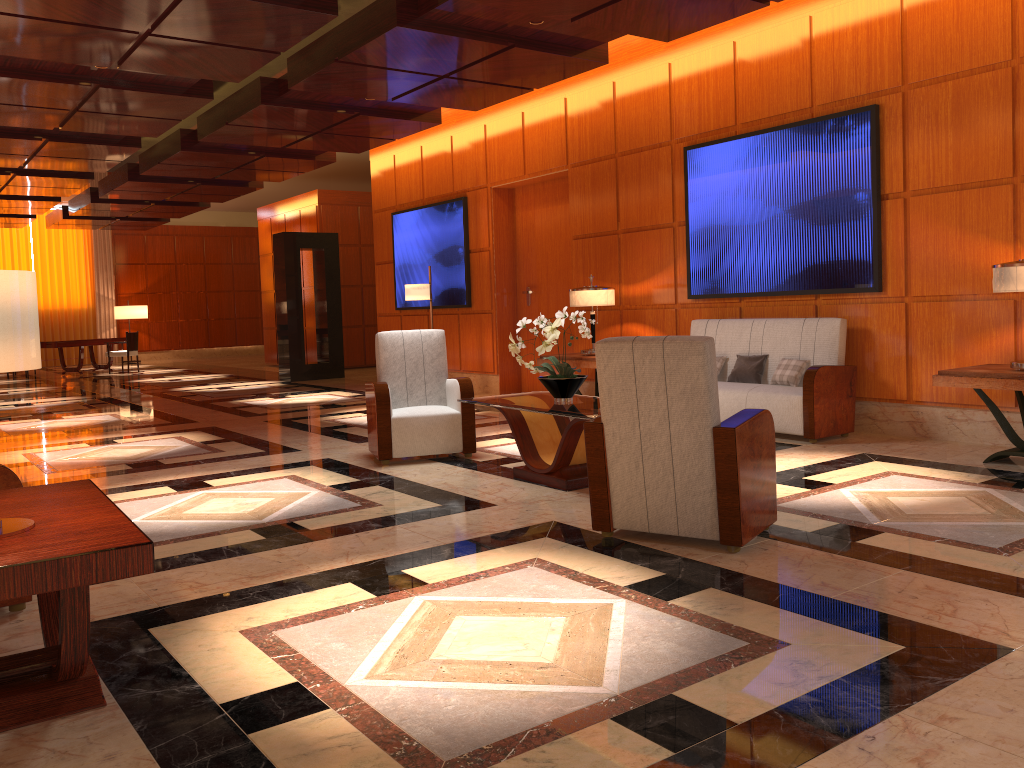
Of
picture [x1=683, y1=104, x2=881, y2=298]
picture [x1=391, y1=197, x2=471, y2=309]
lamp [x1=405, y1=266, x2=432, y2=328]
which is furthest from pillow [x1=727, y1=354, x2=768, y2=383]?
picture [x1=391, y1=197, x2=471, y2=309]

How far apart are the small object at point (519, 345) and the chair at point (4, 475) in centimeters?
293cm

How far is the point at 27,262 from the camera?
22.52m

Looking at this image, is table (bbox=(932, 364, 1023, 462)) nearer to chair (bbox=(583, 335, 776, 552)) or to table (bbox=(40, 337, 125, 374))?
chair (bbox=(583, 335, 776, 552))

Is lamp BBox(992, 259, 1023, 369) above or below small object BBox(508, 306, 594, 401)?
above

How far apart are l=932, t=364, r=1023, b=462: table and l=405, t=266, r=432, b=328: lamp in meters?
6.3

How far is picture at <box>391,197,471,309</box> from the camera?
11.7 meters

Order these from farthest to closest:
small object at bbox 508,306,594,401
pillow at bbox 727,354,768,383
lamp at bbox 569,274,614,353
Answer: lamp at bbox 569,274,614,353
pillow at bbox 727,354,768,383
small object at bbox 508,306,594,401

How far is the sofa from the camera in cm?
670

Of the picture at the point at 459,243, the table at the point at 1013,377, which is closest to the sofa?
the table at the point at 1013,377
